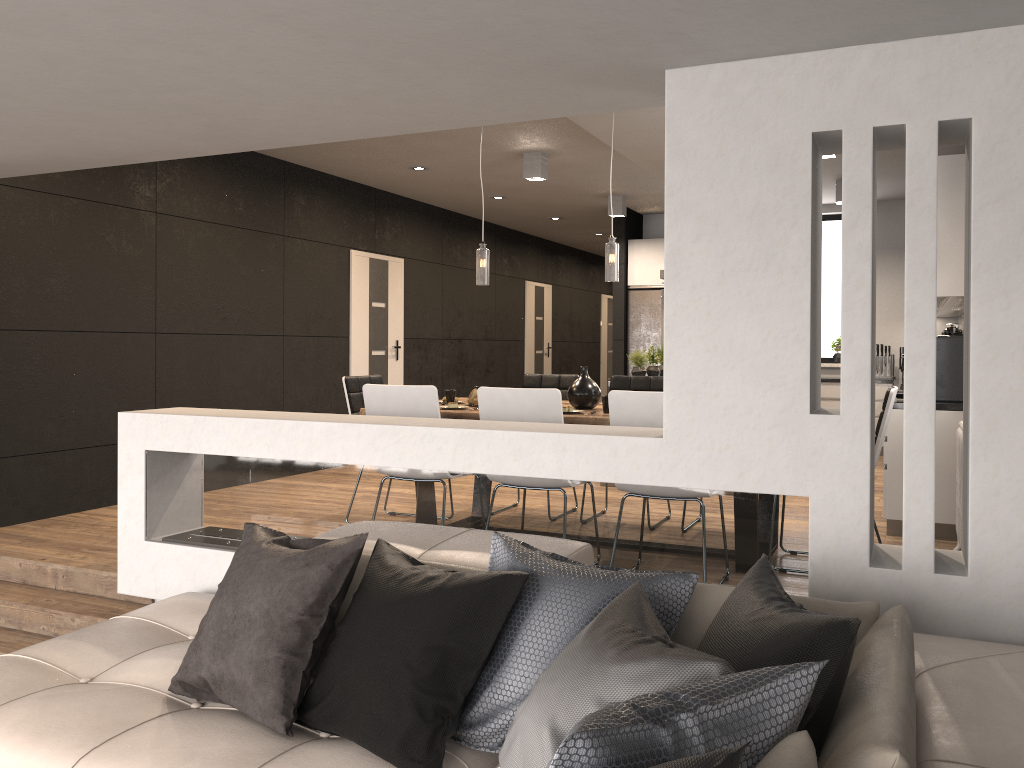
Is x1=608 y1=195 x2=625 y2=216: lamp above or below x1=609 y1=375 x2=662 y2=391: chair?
above

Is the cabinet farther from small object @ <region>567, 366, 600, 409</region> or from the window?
small object @ <region>567, 366, 600, 409</region>

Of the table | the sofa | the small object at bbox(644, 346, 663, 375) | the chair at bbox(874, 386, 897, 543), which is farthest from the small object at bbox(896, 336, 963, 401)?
the sofa

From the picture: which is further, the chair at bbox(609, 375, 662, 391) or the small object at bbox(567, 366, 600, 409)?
the chair at bbox(609, 375, 662, 391)

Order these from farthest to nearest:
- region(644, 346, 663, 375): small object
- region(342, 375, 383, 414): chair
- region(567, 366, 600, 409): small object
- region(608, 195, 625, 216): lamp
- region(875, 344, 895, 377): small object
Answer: region(875, 344, 895, 377): small object, region(608, 195, 625, 216): lamp, region(644, 346, 663, 375): small object, region(342, 375, 383, 414): chair, region(567, 366, 600, 409): small object

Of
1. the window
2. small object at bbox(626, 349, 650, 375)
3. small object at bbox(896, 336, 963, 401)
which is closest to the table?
small object at bbox(896, 336, 963, 401)

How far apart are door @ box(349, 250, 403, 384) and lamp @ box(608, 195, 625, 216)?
2.3m

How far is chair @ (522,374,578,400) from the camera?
6.3 meters

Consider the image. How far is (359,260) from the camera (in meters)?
8.76

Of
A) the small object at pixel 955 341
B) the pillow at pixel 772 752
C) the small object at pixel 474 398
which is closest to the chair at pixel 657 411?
the small object at pixel 474 398
